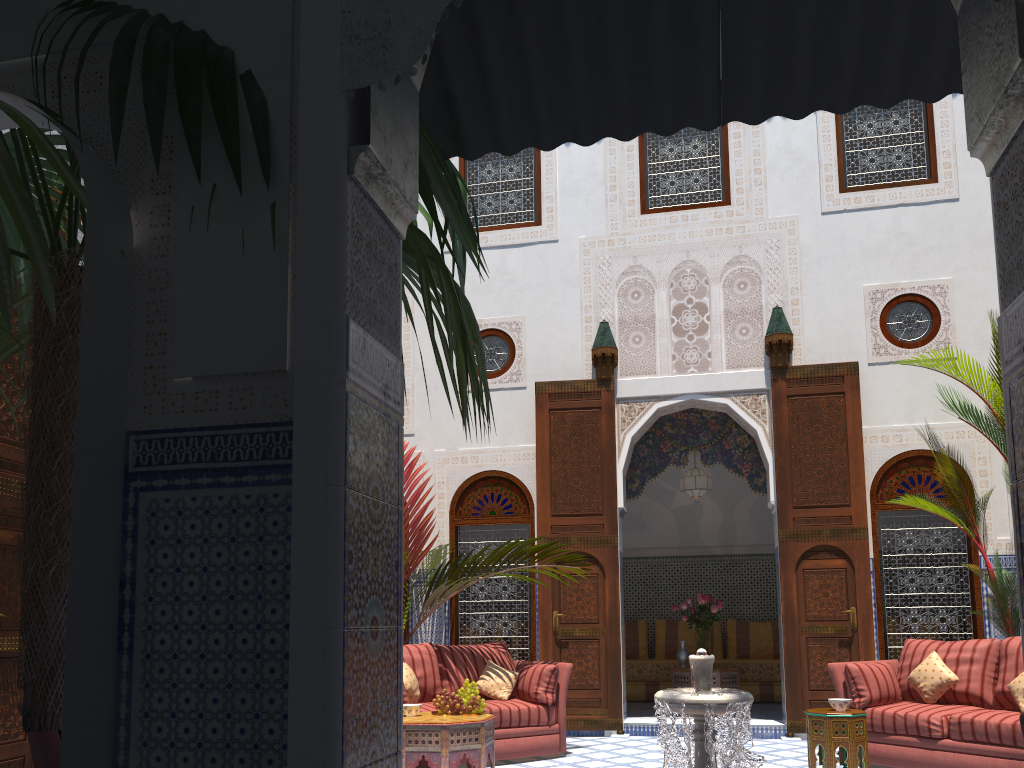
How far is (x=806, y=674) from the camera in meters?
5.6 m

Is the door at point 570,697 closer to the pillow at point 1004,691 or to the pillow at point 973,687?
the pillow at point 973,687

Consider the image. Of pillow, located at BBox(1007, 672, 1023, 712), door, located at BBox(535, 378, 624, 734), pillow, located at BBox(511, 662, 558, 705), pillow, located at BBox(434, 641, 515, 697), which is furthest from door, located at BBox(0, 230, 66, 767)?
pillow, located at BBox(1007, 672, 1023, 712)

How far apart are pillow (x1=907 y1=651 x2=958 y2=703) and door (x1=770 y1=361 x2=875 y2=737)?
0.91m

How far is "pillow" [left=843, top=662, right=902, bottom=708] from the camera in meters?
4.6

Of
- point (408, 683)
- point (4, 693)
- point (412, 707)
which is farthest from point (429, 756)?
point (4, 693)

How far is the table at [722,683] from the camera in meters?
6.5

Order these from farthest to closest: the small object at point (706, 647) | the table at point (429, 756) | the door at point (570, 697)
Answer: the small object at point (706, 647), the door at point (570, 697), the table at point (429, 756)

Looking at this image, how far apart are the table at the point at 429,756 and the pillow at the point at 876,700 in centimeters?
193cm

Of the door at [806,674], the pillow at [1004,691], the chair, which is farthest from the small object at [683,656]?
the chair
